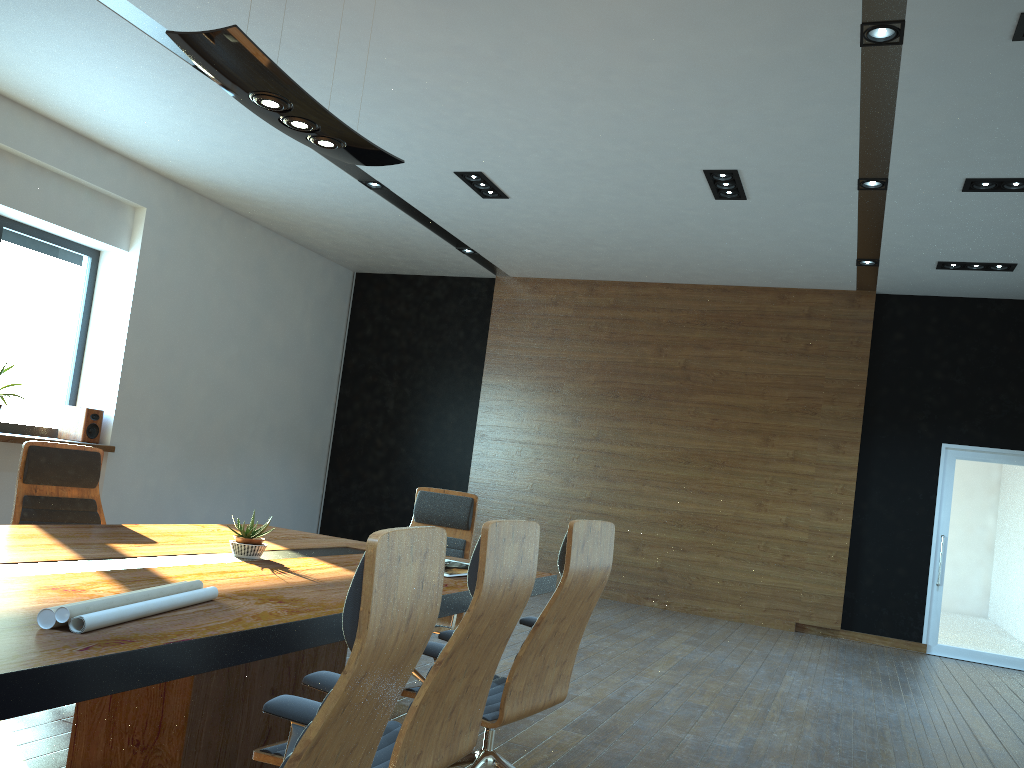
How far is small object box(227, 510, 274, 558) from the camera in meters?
3.4

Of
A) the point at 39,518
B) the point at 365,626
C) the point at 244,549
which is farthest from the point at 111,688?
the point at 39,518

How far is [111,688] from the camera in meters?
1.7

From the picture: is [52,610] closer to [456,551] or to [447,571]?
[447,571]

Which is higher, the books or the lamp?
the lamp

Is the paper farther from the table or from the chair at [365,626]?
the chair at [365,626]

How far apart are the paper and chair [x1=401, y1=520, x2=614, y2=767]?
0.89m

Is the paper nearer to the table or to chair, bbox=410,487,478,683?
the table

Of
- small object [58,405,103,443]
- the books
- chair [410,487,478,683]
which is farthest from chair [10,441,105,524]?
small object [58,405,103,443]

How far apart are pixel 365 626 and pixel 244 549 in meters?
2.2
